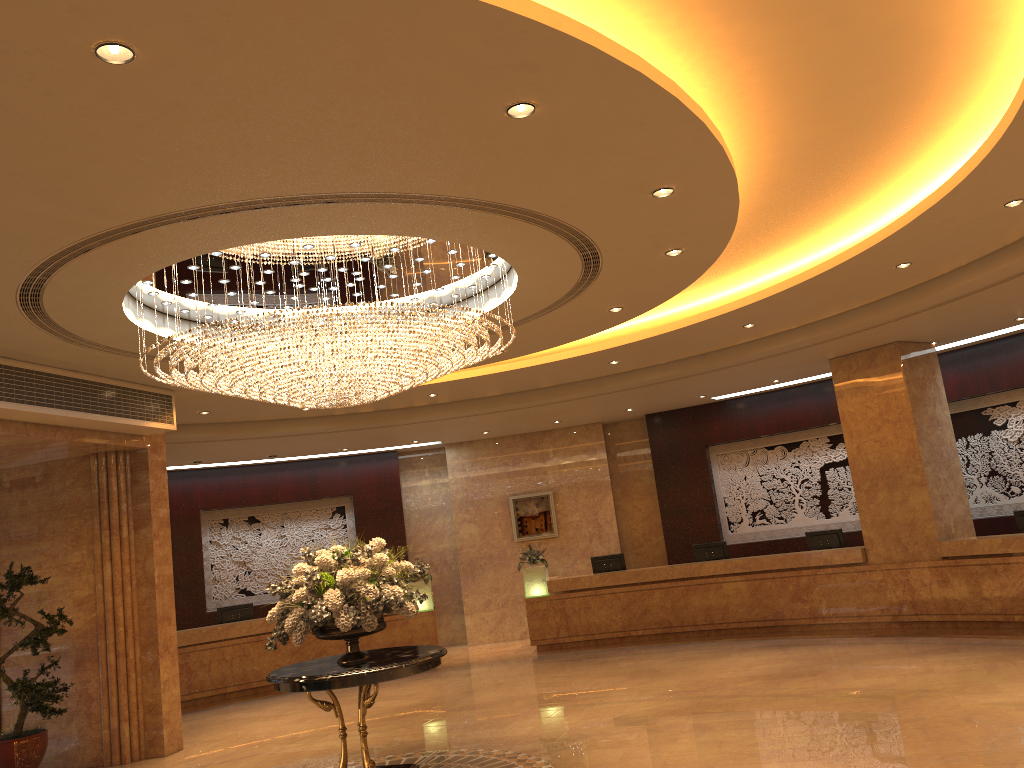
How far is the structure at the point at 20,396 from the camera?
8.4 meters

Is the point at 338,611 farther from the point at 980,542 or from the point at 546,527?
the point at 546,527

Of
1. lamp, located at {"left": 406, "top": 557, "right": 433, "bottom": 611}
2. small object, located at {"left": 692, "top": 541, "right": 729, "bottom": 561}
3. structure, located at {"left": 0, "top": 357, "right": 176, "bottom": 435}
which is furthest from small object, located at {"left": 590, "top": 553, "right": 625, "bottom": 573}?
structure, located at {"left": 0, "top": 357, "right": 176, "bottom": 435}

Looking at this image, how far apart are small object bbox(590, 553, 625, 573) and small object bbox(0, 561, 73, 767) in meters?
8.7 m

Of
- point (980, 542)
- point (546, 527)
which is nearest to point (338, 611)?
point (980, 542)

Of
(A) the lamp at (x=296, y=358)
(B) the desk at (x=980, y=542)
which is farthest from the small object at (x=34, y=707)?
(B) the desk at (x=980, y=542)

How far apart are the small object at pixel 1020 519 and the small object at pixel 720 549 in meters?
4.5

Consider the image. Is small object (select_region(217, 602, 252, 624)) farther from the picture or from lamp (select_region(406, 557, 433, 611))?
the picture

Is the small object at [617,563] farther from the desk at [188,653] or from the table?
the table

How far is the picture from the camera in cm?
1742
